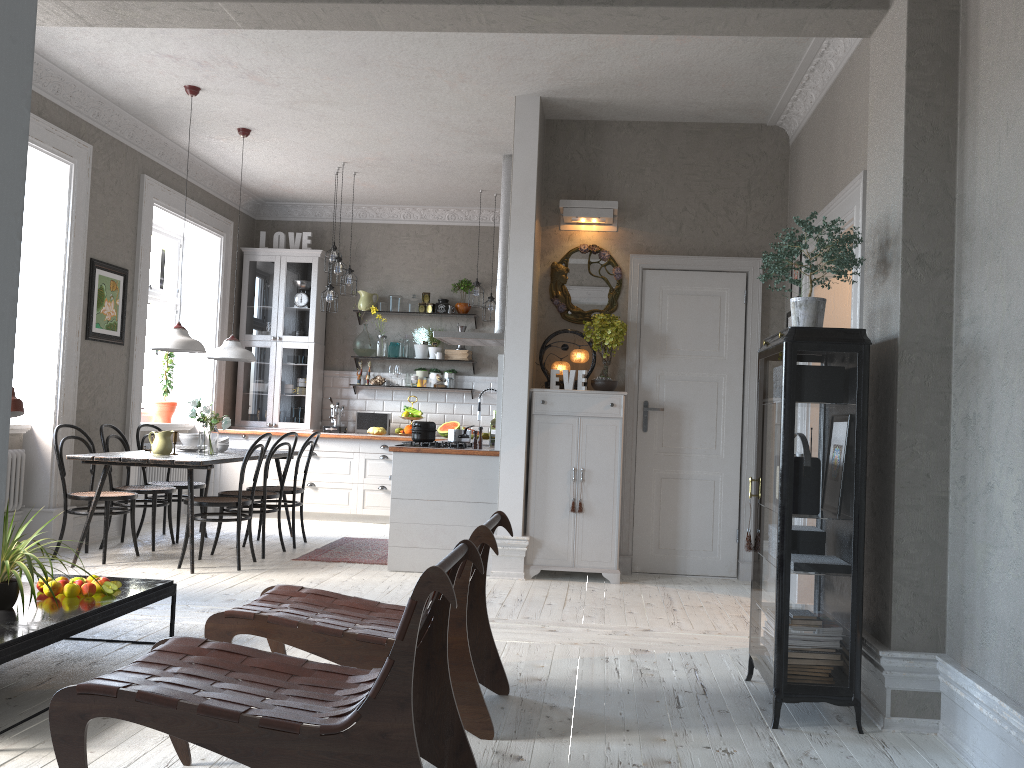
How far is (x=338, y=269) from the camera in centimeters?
787cm

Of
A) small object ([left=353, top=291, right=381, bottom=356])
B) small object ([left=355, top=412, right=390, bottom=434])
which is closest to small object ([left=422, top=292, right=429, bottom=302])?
small object ([left=353, top=291, right=381, bottom=356])

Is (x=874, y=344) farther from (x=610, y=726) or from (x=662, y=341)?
(x=662, y=341)

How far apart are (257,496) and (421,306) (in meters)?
3.50

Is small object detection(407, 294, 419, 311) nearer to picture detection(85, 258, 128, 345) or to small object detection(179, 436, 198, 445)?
picture detection(85, 258, 128, 345)

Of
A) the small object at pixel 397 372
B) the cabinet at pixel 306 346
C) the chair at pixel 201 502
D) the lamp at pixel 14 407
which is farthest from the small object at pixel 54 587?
the small object at pixel 397 372

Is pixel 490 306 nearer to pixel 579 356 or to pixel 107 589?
pixel 579 356

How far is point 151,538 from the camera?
7.2 meters

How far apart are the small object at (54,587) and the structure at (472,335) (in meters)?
4.03

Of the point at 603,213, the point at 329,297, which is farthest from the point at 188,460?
the point at 603,213
